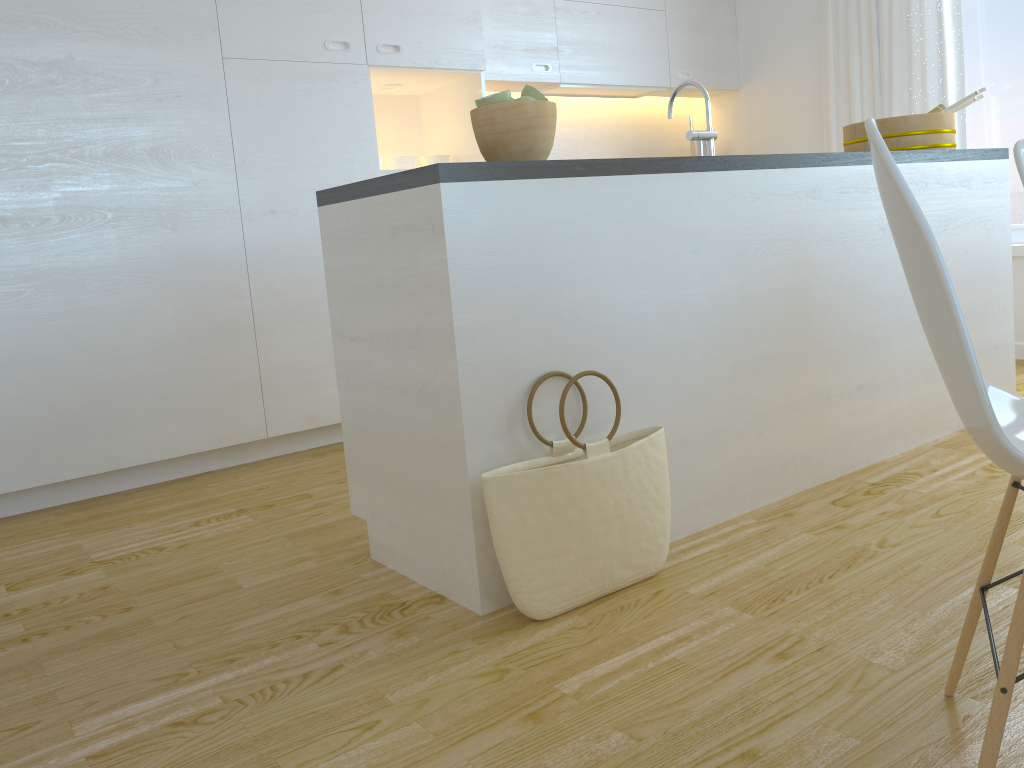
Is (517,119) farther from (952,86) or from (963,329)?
(952,86)

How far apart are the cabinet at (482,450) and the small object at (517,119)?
0.12m

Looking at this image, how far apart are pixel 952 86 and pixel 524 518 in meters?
3.6

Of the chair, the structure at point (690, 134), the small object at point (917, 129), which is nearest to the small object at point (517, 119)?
the structure at point (690, 134)

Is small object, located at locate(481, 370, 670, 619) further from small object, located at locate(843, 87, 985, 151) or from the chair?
small object, located at locate(843, 87, 985, 151)

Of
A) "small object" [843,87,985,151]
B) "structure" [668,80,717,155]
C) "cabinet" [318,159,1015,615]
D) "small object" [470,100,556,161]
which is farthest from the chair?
"small object" [843,87,985,151]

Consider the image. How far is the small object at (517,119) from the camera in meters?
2.0

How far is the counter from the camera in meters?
1.8 m

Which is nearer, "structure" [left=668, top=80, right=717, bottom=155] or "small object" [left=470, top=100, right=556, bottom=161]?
"small object" [left=470, top=100, right=556, bottom=161]

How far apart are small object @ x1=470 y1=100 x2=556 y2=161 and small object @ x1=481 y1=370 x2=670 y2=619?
0.52m
